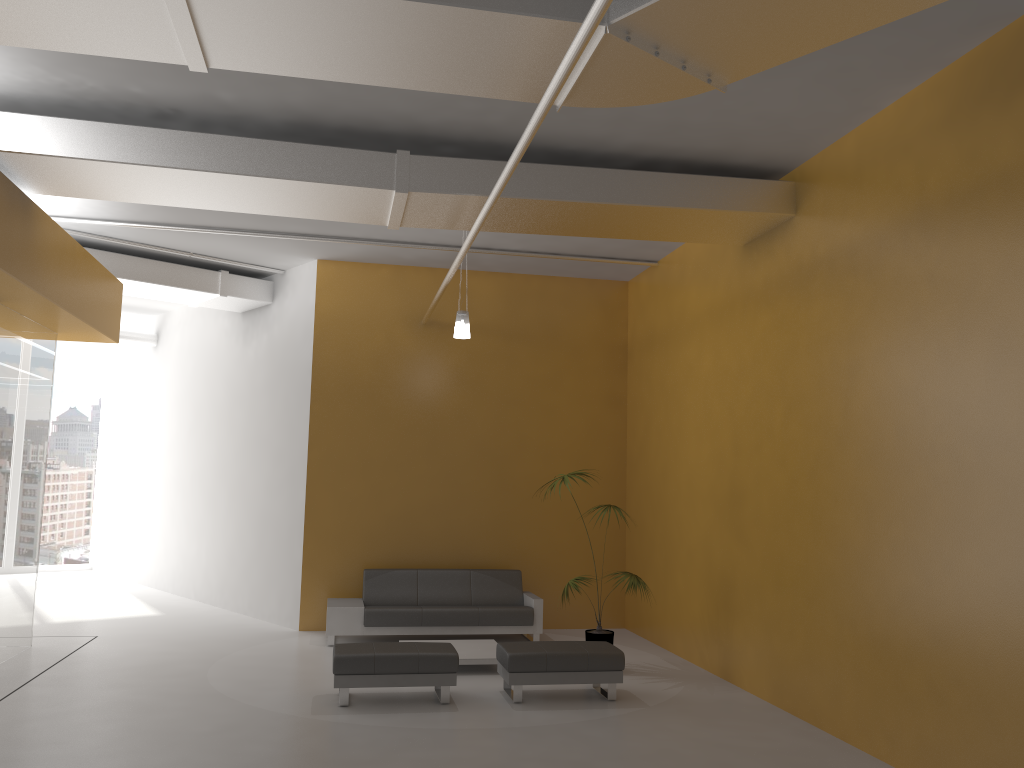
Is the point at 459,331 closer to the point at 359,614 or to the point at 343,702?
the point at 359,614

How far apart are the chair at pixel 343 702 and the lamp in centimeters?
311cm

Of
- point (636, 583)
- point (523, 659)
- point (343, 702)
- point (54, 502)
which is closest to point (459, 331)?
point (636, 583)

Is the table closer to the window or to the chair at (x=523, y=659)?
the chair at (x=523, y=659)

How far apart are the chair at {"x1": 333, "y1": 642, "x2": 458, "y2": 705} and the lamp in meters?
3.1 m

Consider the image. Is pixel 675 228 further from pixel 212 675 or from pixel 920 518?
pixel 212 675

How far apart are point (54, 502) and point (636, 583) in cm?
1227

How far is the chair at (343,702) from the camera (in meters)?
7.05

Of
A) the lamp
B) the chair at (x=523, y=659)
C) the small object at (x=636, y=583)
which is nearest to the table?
the chair at (x=523, y=659)

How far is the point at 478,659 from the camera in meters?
8.4 m
